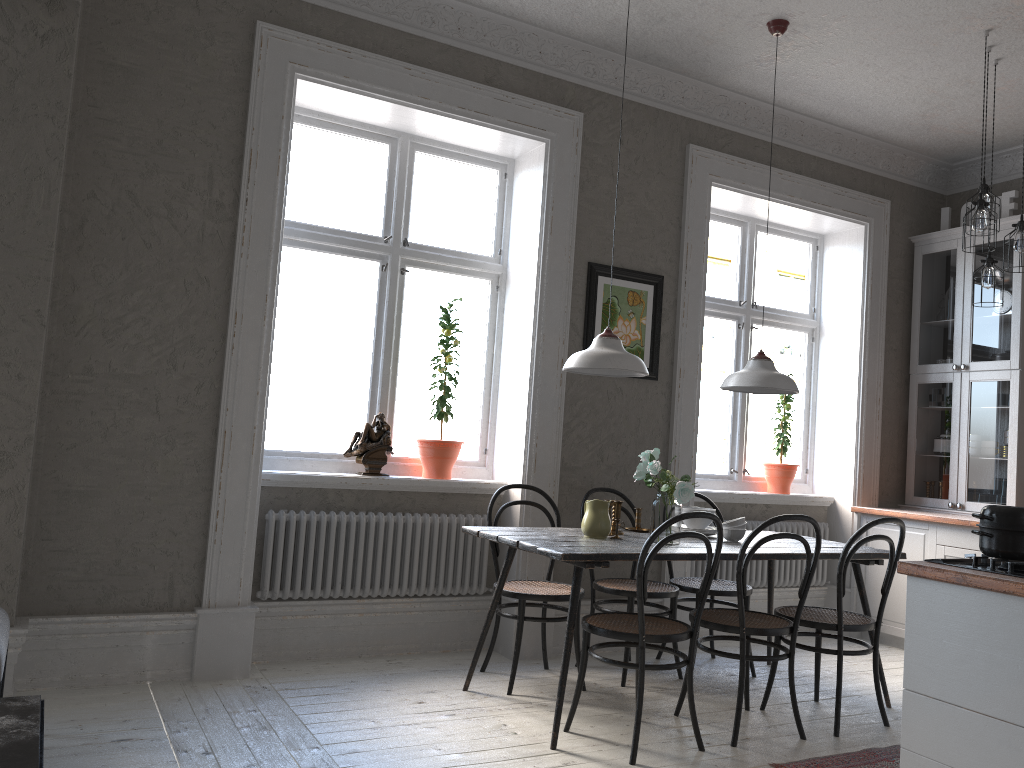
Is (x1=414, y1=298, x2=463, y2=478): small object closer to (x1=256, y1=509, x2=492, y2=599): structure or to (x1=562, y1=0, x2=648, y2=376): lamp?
(x1=256, y1=509, x2=492, y2=599): structure

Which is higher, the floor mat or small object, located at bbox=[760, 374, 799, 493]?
small object, located at bbox=[760, 374, 799, 493]

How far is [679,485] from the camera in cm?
371

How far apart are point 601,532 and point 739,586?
0.66m

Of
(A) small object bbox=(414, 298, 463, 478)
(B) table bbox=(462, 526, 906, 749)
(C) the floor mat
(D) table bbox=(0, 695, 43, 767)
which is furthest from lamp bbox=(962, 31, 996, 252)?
(D) table bbox=(0, 695, 43, 767)

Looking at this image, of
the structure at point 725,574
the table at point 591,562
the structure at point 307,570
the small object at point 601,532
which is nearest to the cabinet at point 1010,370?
the structure at point 725,574

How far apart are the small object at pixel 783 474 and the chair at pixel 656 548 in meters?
2.5 m

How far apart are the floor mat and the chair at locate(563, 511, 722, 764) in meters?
0.3 m

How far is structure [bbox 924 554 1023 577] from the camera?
2.38m

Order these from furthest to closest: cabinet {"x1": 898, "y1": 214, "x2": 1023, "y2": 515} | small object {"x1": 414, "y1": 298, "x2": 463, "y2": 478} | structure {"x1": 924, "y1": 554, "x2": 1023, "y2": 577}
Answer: cabinet {"x1": 898, "y1": 214, "x2": 1023, "y2": 515}, small object {"x1": 414, "y1": 298, "x2": 463, "y2": 478}, structure {"x1": 924, "y1": 554, "x2": 1023, "y2": 577}
